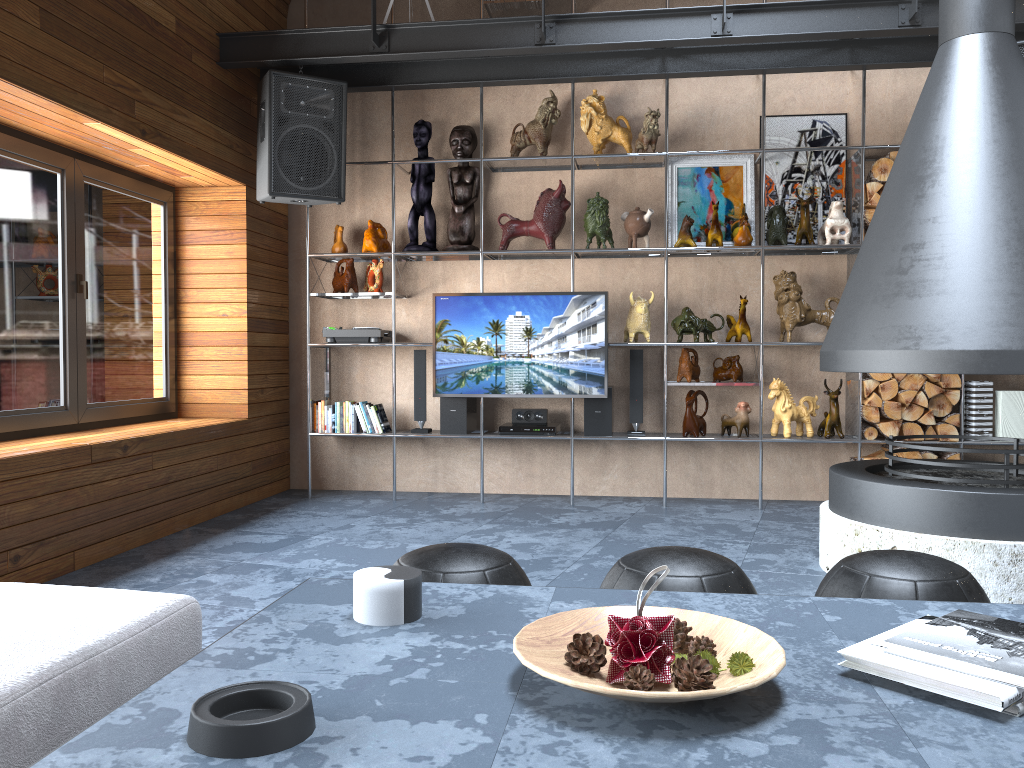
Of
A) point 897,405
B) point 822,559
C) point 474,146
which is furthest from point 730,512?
point 474,146

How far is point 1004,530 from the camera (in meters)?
3.19

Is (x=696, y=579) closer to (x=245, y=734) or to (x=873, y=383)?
(x=245, y=734)

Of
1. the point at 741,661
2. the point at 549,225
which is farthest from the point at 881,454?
the point at 741,661

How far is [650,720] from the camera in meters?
1.2

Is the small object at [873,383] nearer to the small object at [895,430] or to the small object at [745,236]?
the small object at [895,430]

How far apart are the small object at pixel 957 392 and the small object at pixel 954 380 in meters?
0.0

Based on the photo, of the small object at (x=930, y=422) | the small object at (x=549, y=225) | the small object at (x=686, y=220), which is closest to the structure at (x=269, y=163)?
the small object at (x=549, y=225)

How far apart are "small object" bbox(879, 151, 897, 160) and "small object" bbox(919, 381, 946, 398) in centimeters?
133cm

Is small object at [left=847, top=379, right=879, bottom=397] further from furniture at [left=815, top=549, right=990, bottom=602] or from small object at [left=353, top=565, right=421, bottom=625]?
small object at [left=353, top=565, right=421, bottom=625]
